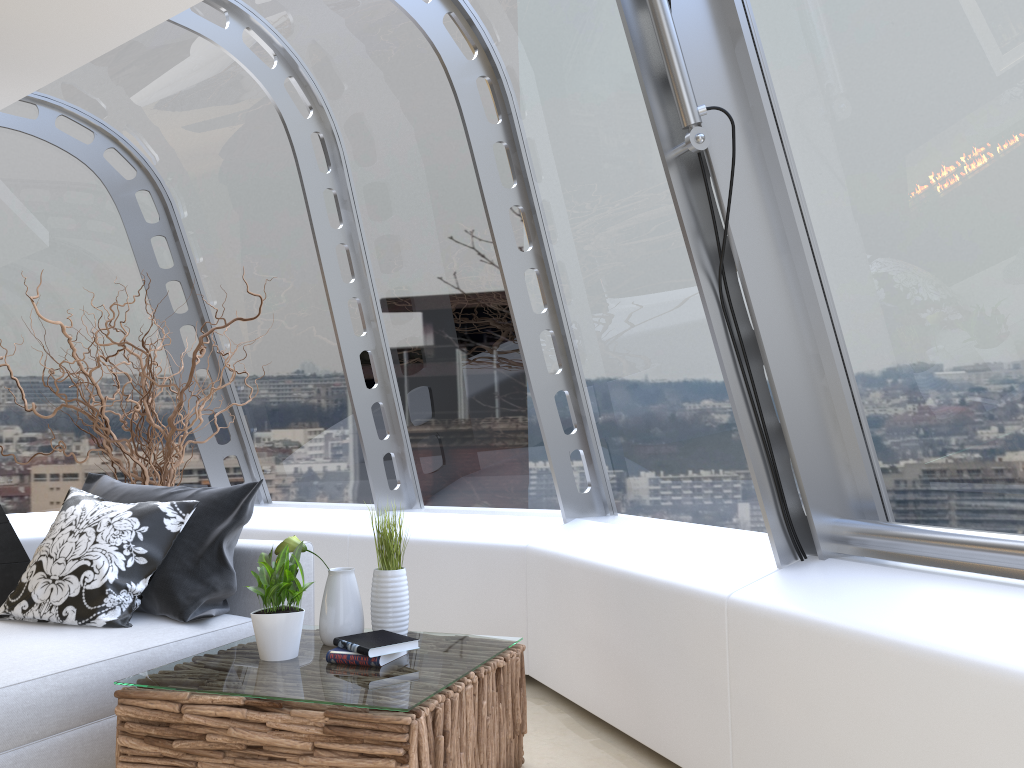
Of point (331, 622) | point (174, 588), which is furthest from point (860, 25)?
point (174, 588)

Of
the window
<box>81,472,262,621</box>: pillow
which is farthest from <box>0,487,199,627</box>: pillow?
the window

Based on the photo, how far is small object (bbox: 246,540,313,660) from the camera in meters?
2.8

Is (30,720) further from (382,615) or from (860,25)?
(860,25)

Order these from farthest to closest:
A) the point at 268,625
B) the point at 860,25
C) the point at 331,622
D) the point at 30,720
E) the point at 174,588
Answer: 1. the point at 174,588
2. the point at 331,622
3. the point at 268,625
4. the point at 30,720
5. the point at 860,25

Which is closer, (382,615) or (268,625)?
(268,625)

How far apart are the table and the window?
0.84m

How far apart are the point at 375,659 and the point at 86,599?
1.3 meters

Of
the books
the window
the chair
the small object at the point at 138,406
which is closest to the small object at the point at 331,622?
the books

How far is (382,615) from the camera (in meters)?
2.99
